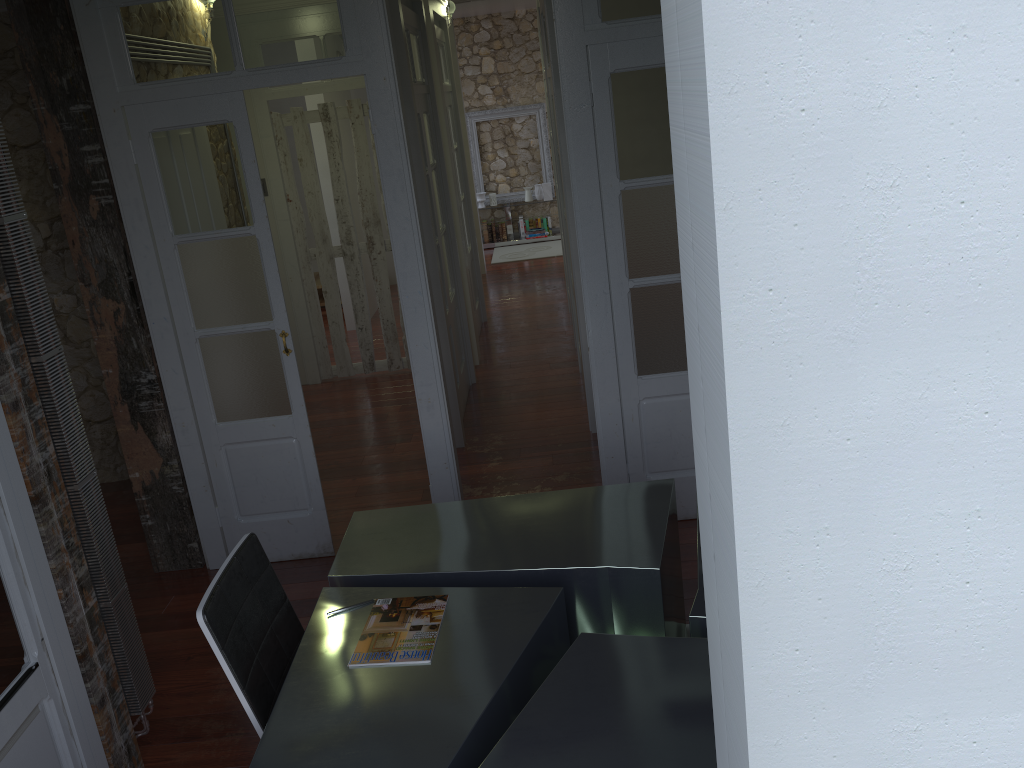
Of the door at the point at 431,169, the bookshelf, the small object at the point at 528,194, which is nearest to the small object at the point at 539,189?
the small object at the point at 528,194

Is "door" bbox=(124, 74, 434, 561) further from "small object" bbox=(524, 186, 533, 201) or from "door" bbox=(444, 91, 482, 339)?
"small object" bbox=(524, 186, 533, 201)

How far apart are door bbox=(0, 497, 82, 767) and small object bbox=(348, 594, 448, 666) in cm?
87

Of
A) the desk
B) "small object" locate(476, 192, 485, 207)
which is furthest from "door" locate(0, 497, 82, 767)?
"small object" locate(476, 192, 485, 207)

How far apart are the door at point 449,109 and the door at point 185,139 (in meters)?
3.78

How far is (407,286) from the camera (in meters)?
3.87

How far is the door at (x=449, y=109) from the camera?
7.50m

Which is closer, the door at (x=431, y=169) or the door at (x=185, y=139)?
the door at (x=185, y=139)

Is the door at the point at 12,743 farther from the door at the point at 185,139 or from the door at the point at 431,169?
the door at the point at 431,169

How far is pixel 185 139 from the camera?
3.7 meters
